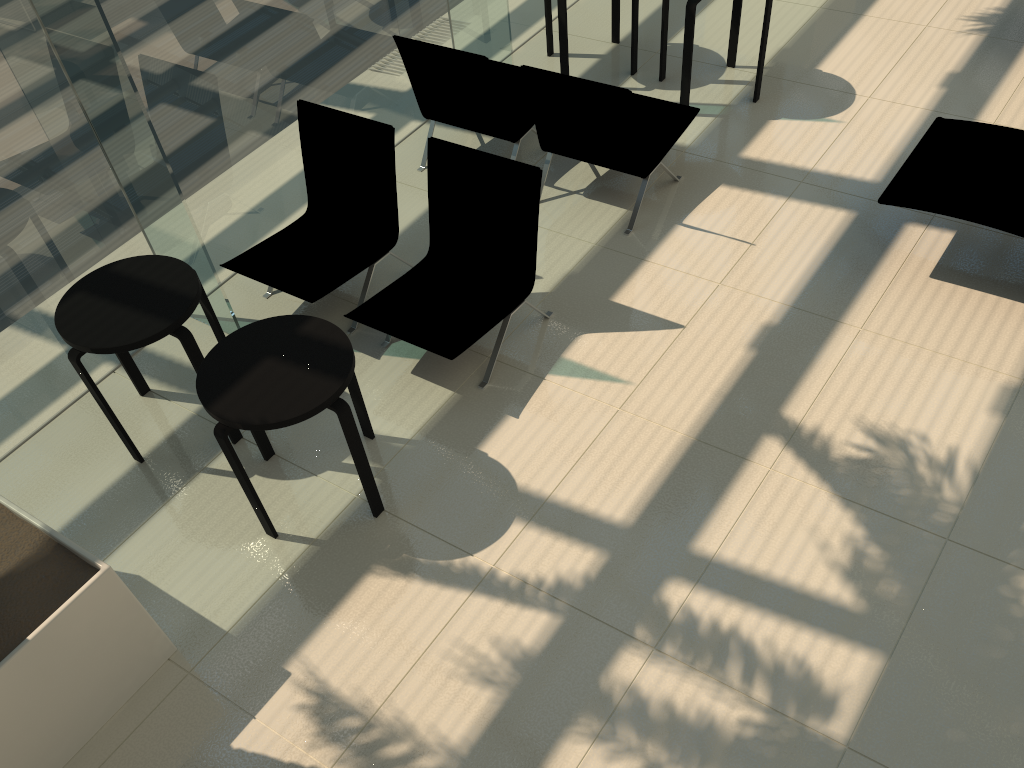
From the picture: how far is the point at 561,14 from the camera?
6.5m

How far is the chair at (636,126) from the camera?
5.1m

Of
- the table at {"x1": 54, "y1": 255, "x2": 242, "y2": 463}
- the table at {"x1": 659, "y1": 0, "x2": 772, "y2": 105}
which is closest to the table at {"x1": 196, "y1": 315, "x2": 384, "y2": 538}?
the table at {"x1": 54, "y1": 255, "x2": 242, "y2": 463}

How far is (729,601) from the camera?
3.6 meters

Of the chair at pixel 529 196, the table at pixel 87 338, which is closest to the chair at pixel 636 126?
the chair at pixel 529 196

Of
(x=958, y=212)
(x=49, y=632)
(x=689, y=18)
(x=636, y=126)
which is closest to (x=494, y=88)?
(x=636, y=126)

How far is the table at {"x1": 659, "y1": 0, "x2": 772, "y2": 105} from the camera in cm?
599

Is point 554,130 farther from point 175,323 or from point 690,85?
point 175,323

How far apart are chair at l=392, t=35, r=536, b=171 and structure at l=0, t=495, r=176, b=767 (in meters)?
3.59

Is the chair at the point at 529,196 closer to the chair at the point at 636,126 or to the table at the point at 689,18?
the chair at the point at 636,126
